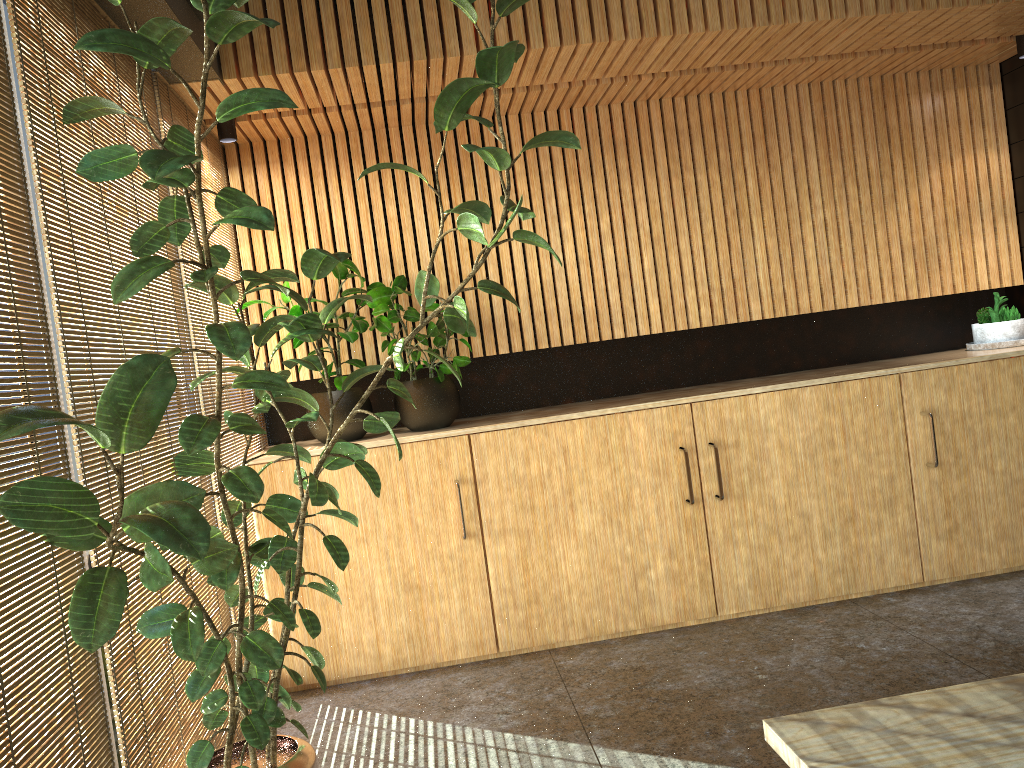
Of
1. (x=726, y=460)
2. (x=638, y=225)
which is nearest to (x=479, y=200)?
(x=638, y=225)

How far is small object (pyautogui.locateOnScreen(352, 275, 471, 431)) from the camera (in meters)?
4.86

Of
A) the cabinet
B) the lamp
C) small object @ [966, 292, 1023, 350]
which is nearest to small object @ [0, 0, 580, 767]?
the cabinet

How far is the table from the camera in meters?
1.4 m

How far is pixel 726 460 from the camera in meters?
4.9 m

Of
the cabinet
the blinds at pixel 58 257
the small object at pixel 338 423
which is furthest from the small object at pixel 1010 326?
the blinds at pixel 58 257

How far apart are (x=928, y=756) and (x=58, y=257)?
2.4m

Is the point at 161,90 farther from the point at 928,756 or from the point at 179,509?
the point at 928,756

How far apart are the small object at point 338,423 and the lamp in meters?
1.4 m

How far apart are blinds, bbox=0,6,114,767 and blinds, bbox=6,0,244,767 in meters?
0.1
